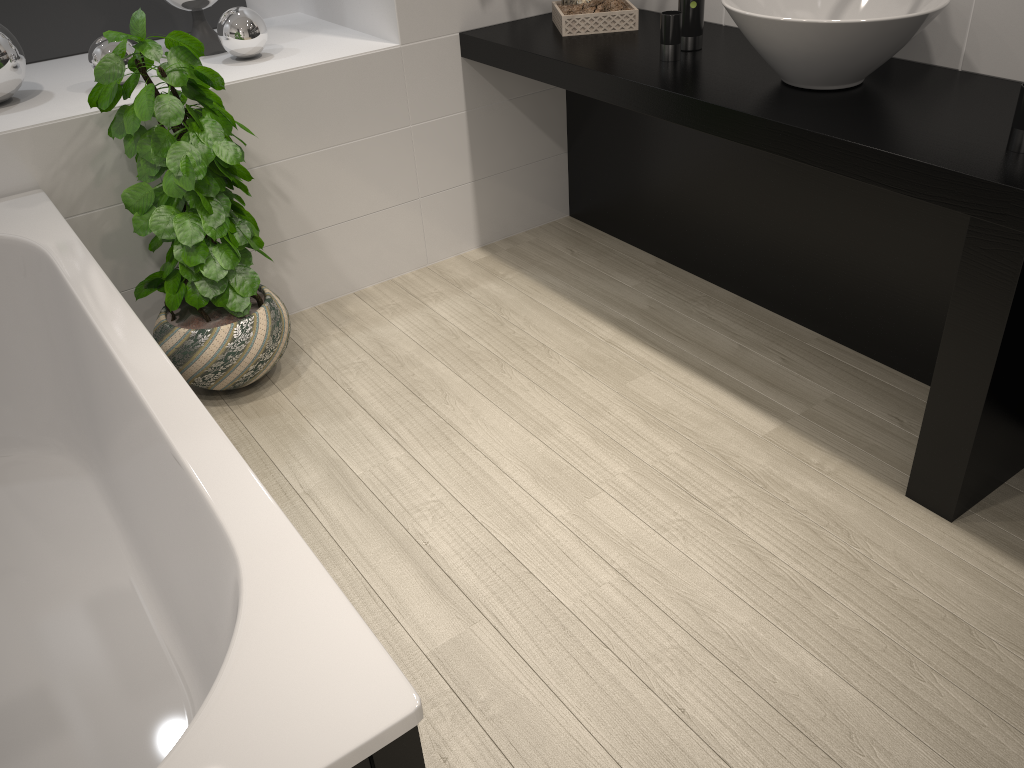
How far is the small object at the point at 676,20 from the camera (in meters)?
2.56

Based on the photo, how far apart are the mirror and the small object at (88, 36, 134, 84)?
0.58m

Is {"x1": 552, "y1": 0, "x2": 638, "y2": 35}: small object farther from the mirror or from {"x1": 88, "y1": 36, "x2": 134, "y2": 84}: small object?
{"x1": 88, "y1": 36, "x2": 134, "y2": 84}: small object

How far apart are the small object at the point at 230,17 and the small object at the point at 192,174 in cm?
38

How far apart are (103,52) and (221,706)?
2.32m

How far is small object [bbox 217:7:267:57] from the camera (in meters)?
2.86

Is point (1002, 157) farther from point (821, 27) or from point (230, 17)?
point (230, 17)

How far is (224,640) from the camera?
1.5 meters

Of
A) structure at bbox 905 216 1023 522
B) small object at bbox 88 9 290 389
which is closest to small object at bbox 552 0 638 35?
small object at bbox 88 9 290 389

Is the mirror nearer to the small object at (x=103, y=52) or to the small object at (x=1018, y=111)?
the small object at (x=103, y=52)
